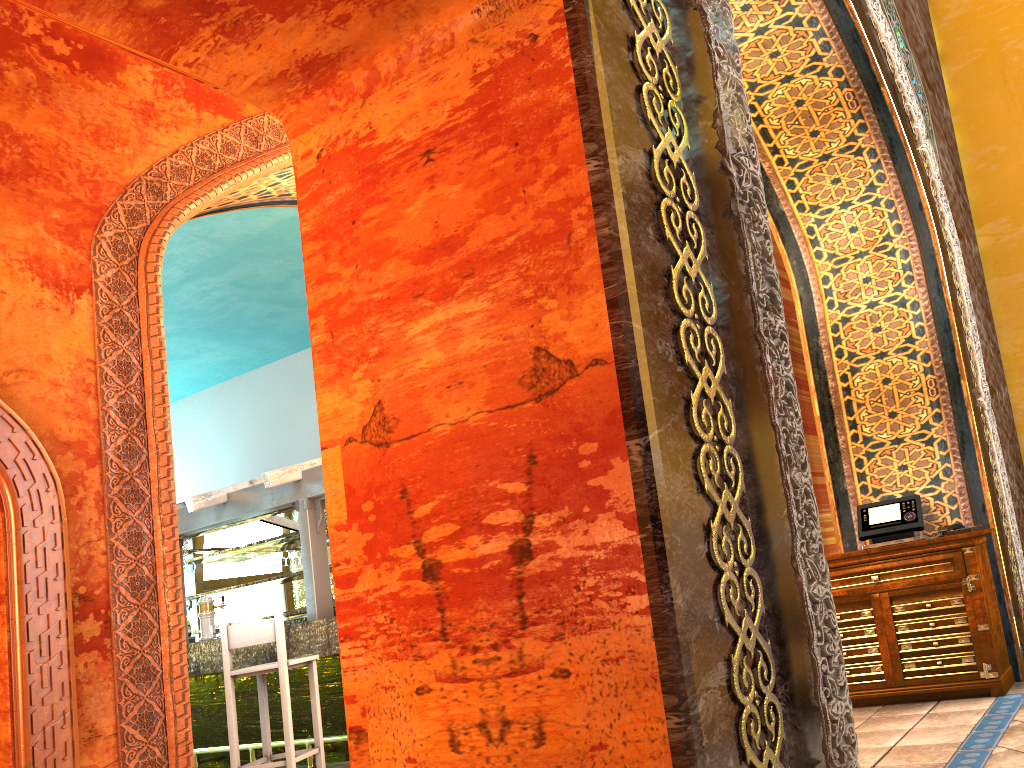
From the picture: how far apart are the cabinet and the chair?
4.1 meters

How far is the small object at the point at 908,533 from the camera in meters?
5.4 m

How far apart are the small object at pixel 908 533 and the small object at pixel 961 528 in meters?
0.1 m

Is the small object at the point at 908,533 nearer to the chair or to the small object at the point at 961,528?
the small object at the point at 961,528

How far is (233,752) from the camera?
6.8 meters

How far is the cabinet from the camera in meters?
5.0 m

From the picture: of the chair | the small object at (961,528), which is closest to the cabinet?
the small object at (961,528)

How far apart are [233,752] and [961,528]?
5.47m

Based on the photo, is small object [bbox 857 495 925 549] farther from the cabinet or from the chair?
the chair

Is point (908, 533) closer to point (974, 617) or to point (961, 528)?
point (961, 528)
